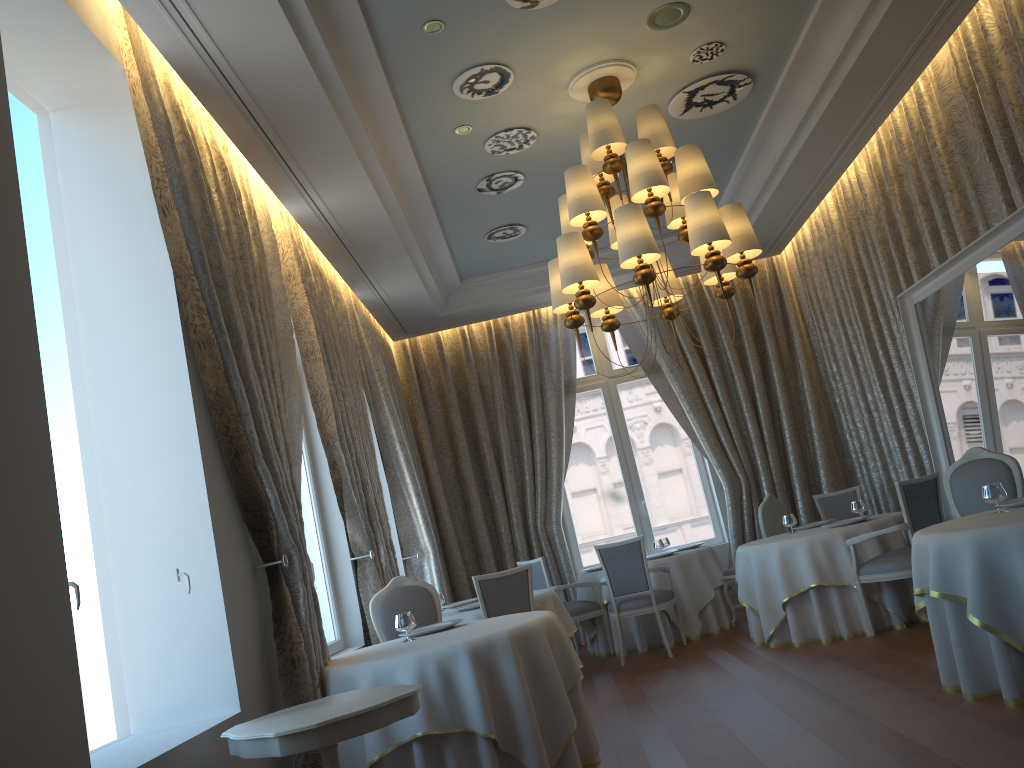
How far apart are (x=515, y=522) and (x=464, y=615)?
3.42m

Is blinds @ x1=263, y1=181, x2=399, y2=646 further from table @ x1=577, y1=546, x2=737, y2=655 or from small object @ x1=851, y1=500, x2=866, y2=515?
small object @ x1=851, y1=500, x2=866, y2=515

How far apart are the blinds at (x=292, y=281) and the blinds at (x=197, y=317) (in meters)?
0.31

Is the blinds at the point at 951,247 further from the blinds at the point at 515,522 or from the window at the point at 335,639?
the window at the point at 335,639

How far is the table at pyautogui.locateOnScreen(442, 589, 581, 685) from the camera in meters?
7.1

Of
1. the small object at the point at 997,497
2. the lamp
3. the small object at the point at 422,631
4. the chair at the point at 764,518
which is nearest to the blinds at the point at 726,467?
the chair at the point at 764,518

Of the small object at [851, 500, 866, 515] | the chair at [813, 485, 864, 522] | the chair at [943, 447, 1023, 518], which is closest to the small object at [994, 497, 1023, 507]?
the chair at [943, 447, 1023, 518]

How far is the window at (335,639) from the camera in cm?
694

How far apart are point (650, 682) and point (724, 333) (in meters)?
5.13

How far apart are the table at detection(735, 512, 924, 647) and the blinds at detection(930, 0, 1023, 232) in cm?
240
